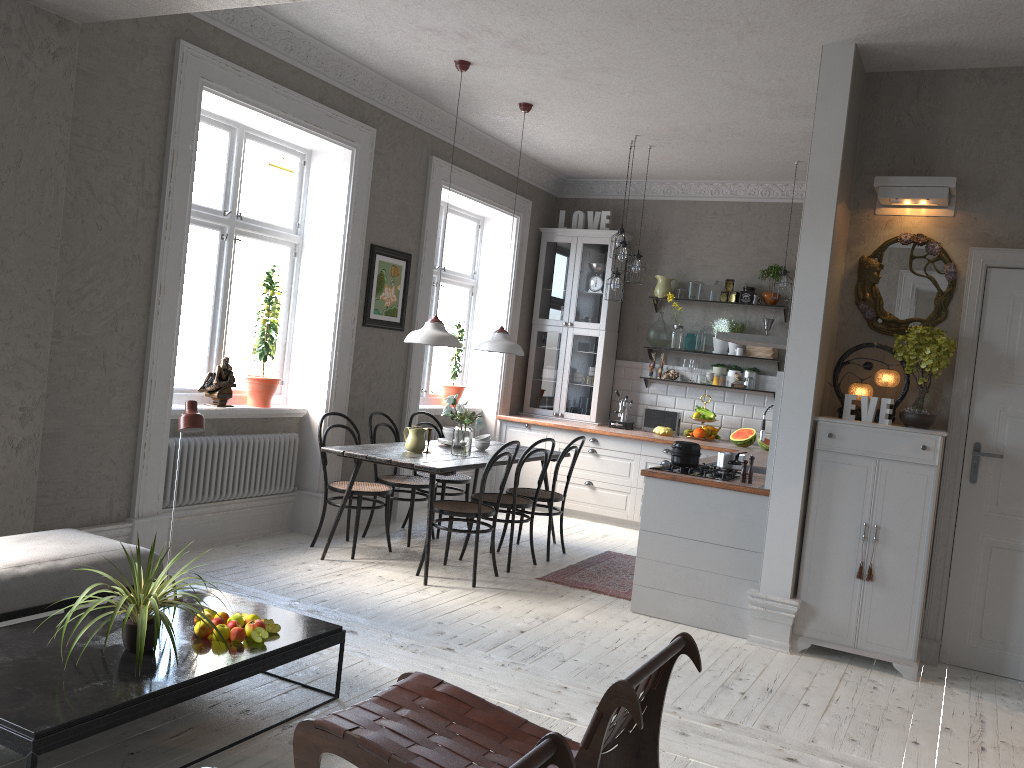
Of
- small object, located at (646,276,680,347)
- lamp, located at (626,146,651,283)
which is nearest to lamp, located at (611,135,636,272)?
lamp, located at (626,146,651,283)

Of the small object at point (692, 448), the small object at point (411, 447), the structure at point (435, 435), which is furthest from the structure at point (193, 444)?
the small object at point (692, 448)

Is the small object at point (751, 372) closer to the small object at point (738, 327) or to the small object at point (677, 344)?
the small object at point (738, 327)

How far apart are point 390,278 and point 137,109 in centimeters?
246cm

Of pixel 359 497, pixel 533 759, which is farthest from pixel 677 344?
pixel 533 759

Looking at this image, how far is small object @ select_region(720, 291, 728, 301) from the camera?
8.3m

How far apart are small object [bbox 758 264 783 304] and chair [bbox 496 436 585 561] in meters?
2.8

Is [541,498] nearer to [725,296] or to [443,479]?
[443,479]

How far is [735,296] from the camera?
8.2m

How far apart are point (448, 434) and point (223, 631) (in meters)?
3.36
